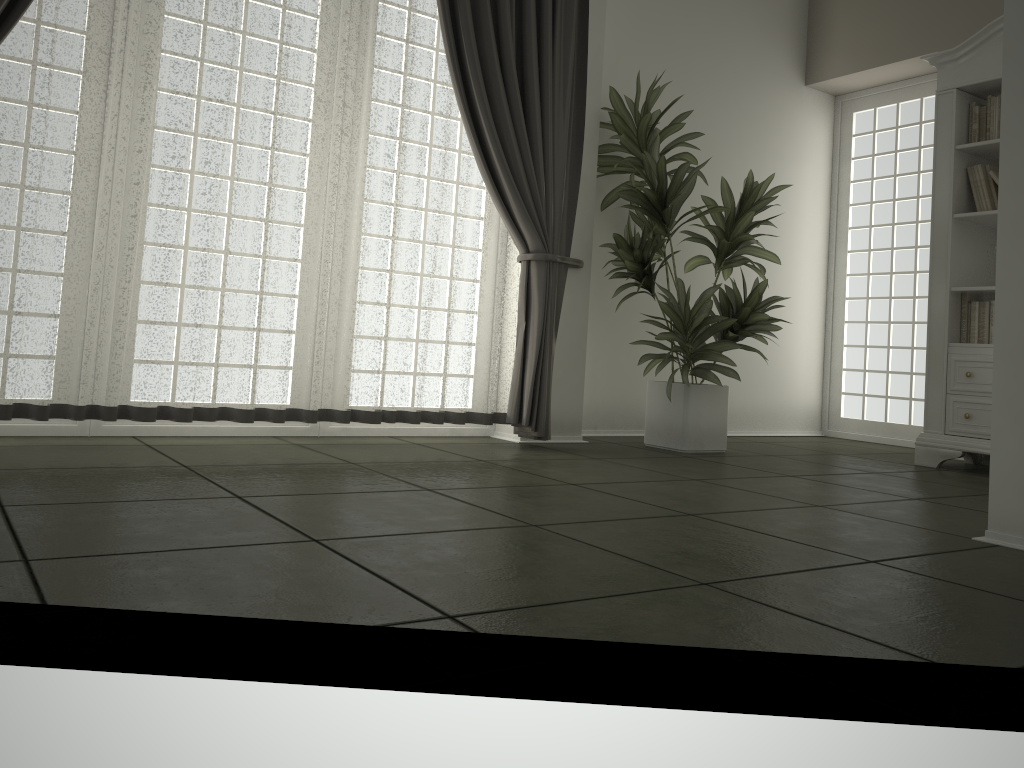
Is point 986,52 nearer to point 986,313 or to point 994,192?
point 994,192

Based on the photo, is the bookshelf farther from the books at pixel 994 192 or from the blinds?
the blinds

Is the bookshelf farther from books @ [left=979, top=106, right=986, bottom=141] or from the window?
the window

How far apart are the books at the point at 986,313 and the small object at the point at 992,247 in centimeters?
20cm

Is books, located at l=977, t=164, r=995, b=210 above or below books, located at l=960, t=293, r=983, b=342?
above

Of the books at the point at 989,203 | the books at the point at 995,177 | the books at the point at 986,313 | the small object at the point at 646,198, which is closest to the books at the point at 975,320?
the books at the point at 986,313

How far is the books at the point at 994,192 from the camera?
4.6 meters

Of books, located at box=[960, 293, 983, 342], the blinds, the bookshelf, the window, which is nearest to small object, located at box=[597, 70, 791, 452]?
the blinds

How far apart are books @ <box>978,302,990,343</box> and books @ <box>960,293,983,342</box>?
0.1m

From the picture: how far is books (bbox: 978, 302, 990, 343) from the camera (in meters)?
4.57
